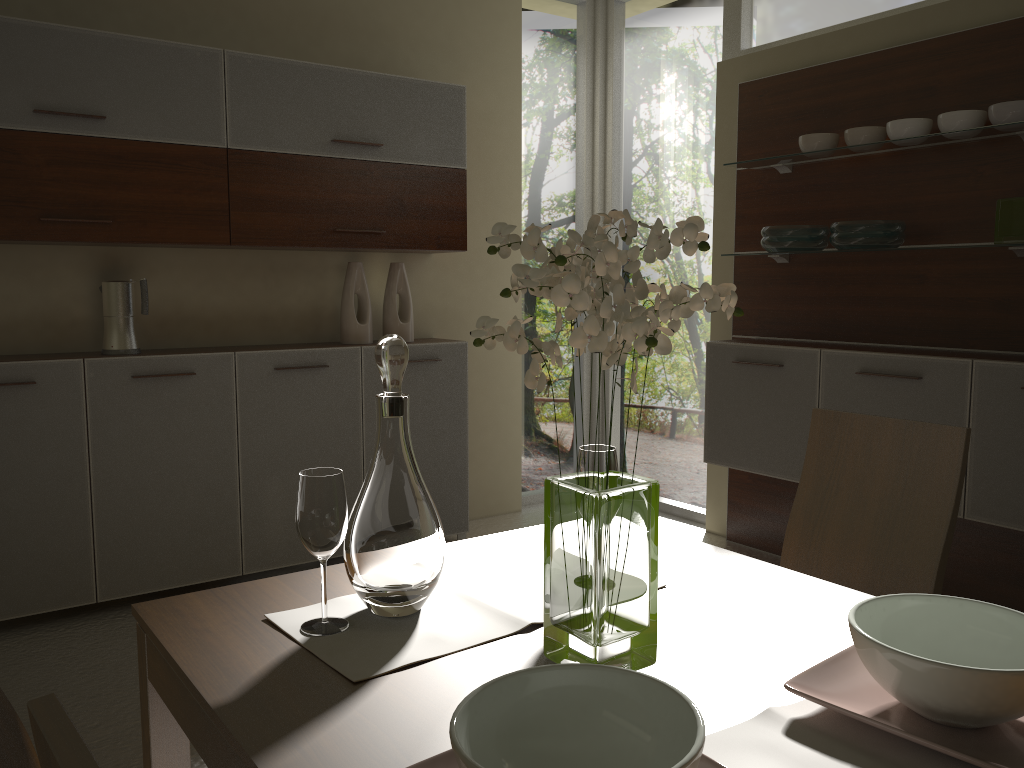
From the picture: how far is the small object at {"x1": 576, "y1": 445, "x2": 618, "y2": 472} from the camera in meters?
1.5 m

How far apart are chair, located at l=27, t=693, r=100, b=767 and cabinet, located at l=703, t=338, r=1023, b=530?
3.1 meters

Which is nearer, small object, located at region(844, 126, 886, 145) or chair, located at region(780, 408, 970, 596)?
chair, located at region(780, 408, 970, 596)

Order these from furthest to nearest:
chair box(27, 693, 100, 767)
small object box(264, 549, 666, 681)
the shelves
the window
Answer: the window, the shelves, small object box(264, 549, 666, 681), chair box(27, 693, 100, 767)

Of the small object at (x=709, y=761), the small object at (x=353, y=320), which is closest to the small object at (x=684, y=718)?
the small object at (x=709, y=761)

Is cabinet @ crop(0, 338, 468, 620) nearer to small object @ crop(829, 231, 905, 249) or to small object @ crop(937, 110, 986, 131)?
small object @ crop(829, 231, 905, 249)

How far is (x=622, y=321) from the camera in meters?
1.1

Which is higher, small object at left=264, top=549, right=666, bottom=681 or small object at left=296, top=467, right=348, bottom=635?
small object at left=296, top=467, right=348, bottom=635

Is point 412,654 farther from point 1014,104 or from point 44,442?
point 1014,104

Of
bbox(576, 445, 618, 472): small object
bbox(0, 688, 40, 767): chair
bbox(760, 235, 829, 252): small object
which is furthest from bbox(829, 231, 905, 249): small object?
bbox(0, 688, 40, 767): chair
